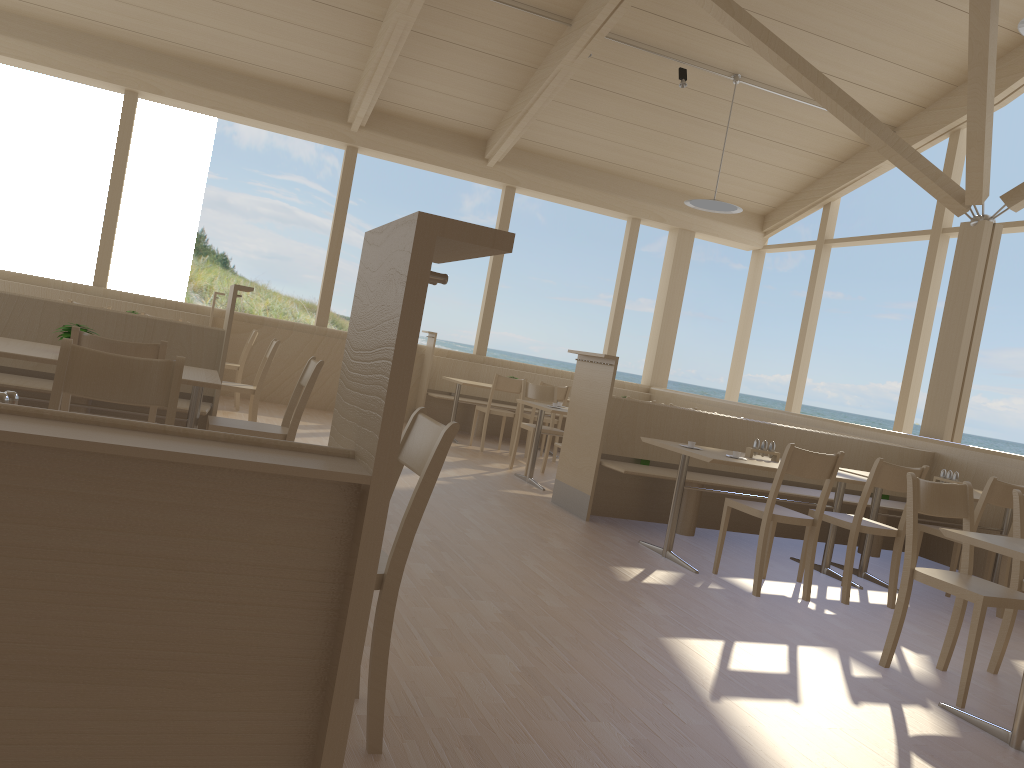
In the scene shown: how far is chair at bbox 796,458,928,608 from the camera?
4.62m

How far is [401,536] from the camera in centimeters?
204cm

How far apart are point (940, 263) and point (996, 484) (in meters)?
4.83

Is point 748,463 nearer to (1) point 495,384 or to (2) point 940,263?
(1) point 495,384

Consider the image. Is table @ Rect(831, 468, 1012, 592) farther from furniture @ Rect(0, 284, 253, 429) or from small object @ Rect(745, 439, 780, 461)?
furniture @ Rect(0, 284, 253, 429)

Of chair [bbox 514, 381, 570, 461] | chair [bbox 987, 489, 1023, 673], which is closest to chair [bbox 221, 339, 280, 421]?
chair [bbox 514, 381, 570, 461]

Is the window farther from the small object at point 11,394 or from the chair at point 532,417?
the small object at point 11,394

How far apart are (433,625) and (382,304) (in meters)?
2.29

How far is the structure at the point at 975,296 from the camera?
7.19m

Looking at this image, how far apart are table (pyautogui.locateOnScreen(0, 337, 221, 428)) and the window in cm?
564
